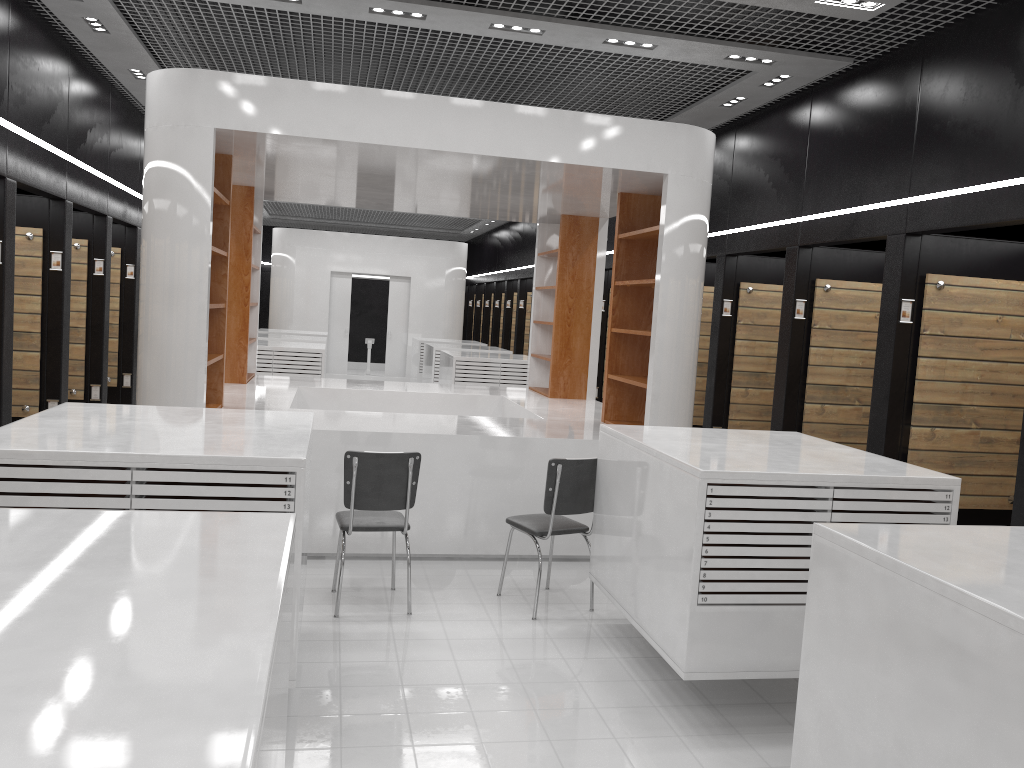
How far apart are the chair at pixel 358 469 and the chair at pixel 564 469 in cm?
69

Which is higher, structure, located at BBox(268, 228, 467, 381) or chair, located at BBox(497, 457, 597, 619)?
structure, located at BBox(268, 228, 467, 381)

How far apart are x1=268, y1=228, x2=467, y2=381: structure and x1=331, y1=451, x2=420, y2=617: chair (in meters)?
13.93

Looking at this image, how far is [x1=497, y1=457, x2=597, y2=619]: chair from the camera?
5.3 meters

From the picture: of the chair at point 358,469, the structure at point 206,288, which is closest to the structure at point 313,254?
the structure at point 206,288

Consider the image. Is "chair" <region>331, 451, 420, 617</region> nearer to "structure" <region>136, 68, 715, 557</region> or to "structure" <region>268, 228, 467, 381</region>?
"structure" <region>136, 68, 715, 557</region>

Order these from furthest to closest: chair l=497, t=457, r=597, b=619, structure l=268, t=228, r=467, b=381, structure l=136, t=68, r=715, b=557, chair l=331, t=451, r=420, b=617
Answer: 1. structure l=268, t=228, r=467, b=381
2. structure l=136, t=68, r=715, b=557
3. chair l=497, t=457, r=597, b=619
4. chair l=331, t=451, r=420, b=617

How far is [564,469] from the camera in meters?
5.3 m

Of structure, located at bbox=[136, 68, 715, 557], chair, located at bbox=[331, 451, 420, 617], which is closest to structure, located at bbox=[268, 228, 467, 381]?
structure, located at bbox=[136, 68, 715, 557]

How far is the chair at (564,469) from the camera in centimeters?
533cm
